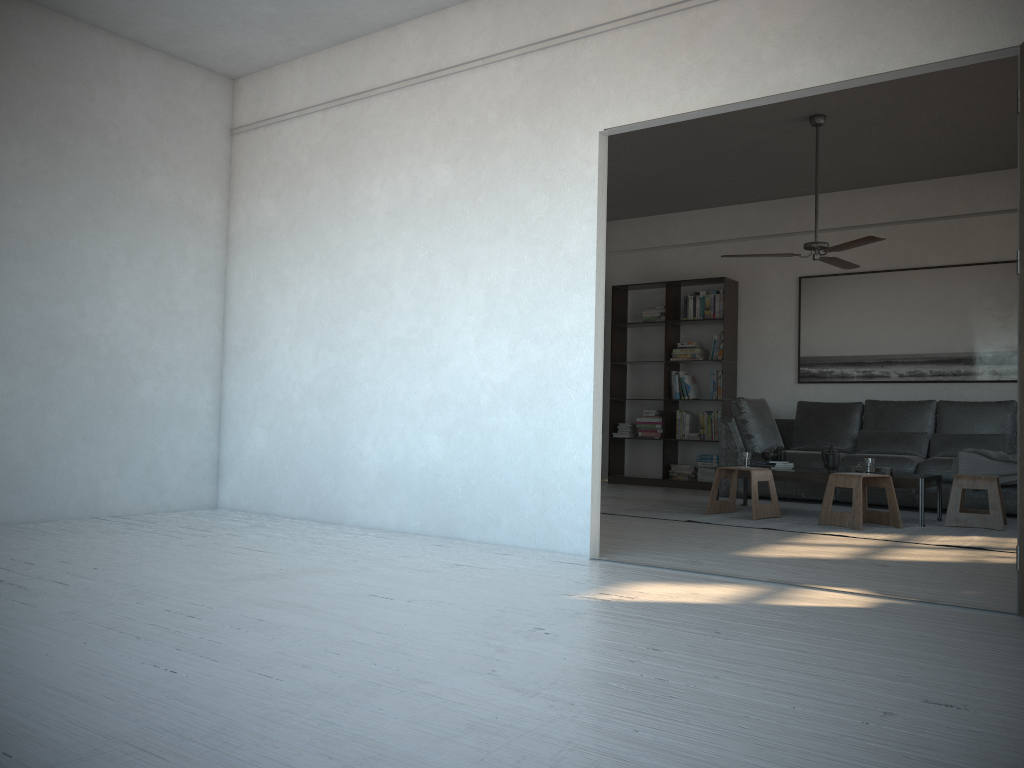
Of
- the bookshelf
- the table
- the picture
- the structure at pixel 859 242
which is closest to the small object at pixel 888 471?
the table

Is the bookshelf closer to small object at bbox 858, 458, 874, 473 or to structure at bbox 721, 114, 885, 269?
structure at bbox 721, 114, 885, 269

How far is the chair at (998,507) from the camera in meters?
5.7

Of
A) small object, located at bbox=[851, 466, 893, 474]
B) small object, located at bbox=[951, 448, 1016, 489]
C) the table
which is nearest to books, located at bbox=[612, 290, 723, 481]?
the table

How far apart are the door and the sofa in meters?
3.9

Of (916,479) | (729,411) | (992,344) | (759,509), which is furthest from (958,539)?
(729,411)

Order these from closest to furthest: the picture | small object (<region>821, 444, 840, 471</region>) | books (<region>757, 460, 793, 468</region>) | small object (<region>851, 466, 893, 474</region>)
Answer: small object (<region>851, 466, 893, 474</region>), small object (<region>821, 444, 840, 471</region>), books (<region>757, 460, 793, 468</region>), the picture

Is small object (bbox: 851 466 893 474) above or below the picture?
below

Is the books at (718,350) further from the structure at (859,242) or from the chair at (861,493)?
the chair at (861,493)

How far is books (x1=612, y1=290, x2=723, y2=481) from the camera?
8.8m
